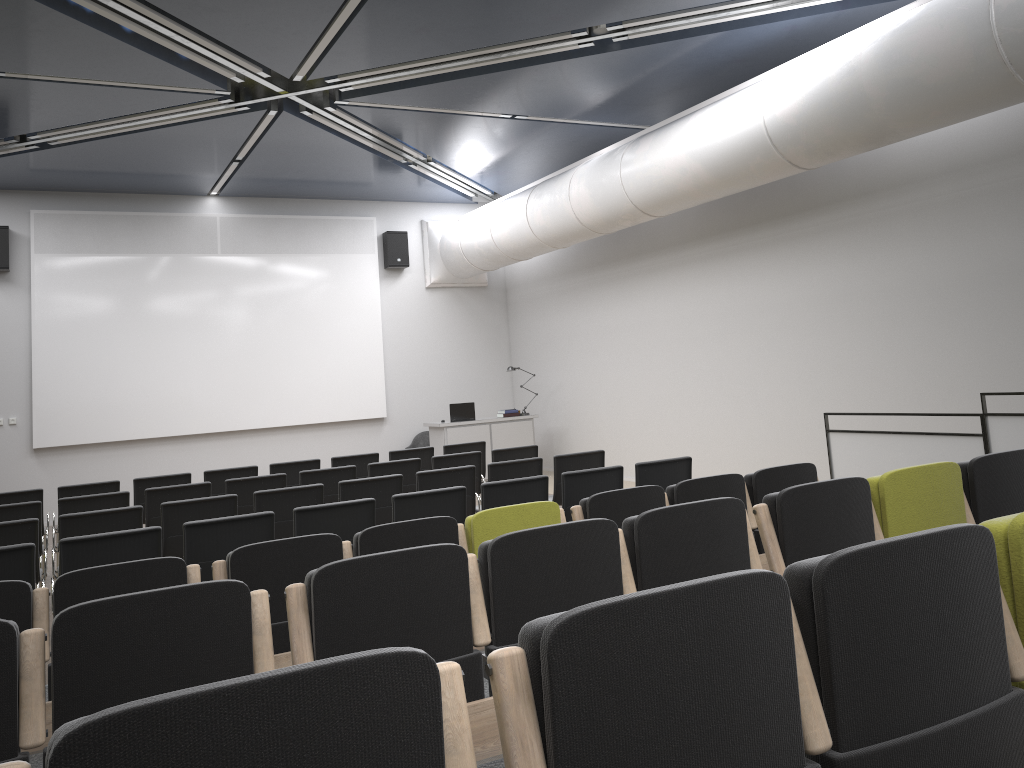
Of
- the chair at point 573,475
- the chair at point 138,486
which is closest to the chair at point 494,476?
the chair at point 573,475

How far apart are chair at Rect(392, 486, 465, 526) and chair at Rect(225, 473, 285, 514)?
2.58m

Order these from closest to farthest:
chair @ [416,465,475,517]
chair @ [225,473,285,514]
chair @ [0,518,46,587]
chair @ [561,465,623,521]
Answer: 1. chair @ [0,518,46,587]
2. chair @ [561,465,623,521]
3. chair @ [416,465,475,517]
4. chair @ [225,473,285,514]

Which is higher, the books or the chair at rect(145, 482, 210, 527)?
the books

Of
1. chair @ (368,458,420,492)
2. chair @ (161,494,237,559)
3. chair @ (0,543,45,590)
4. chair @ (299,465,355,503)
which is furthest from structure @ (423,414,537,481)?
chair @ (0,543,45,590)

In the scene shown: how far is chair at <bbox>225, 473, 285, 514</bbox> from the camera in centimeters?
814cm

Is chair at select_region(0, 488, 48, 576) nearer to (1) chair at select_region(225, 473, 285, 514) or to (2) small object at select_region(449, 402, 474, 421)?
(1) chair at select_region(225, 473, 285, 514)

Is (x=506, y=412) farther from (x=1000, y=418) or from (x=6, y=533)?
(x=6, y=533)

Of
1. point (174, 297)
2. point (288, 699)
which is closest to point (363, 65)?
point (174, 297)

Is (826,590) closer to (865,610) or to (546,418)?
(865,610)
